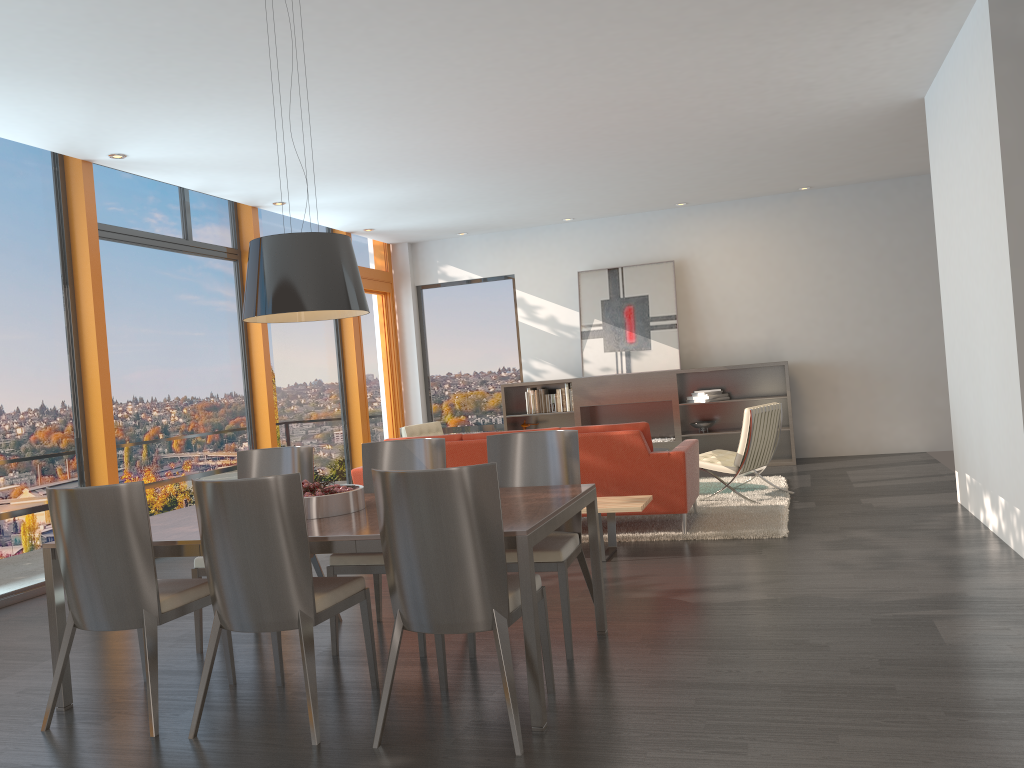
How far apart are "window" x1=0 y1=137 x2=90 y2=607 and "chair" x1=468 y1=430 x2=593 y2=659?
3.7 meters

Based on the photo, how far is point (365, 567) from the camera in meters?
4.2 m

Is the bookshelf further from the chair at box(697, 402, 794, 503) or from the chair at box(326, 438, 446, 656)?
the chair at box(326, 438, 446, 656)

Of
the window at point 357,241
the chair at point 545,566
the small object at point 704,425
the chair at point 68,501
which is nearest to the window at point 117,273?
the window at point 357,241

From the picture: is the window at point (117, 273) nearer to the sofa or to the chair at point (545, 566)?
the sofa

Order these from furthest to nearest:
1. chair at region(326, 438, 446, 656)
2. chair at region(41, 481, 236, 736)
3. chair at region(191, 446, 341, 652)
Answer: chair at region(191, 446, 341, 652), chair at region(326, 438, 446, 656), chair at region(41, 481, 236, 736)

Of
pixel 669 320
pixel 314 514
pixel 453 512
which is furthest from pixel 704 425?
pixel 453 512

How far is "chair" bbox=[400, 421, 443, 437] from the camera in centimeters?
910cm

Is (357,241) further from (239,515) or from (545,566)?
(239,515)

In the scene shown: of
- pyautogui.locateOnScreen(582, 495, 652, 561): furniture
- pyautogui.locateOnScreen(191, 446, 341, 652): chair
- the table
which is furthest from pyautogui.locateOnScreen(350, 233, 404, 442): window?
the table
